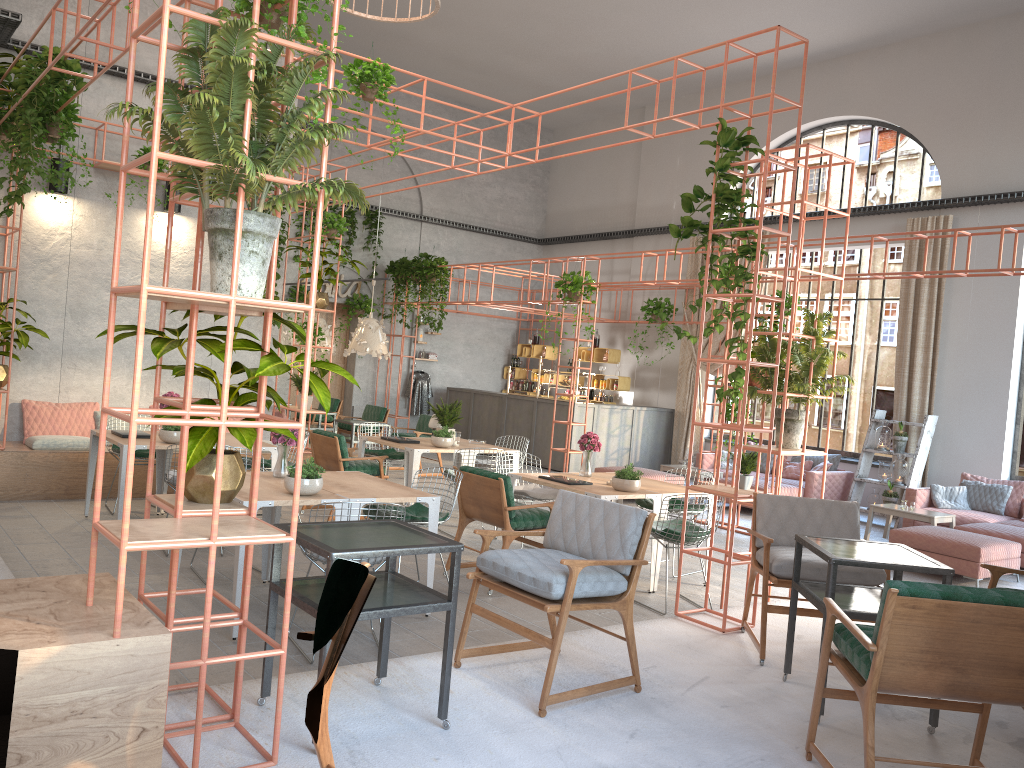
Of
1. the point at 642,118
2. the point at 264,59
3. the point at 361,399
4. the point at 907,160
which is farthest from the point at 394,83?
the point at 907,160

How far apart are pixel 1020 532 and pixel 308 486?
8.15m

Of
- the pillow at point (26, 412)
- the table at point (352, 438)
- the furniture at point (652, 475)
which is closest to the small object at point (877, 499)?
the furniture at point (652, 475)

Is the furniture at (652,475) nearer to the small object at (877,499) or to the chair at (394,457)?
the small object at (877,499)

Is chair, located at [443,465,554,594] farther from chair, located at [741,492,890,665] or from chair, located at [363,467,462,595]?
chair, located at [741,492,890,665]

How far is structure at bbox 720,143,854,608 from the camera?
6.5 meters

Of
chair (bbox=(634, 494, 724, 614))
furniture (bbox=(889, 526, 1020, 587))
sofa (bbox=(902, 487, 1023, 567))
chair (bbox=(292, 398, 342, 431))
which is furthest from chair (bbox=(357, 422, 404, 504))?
sofa (bbox=(902, 487, 1023, 567))

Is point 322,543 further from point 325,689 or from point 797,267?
point 797,267

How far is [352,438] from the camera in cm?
1244

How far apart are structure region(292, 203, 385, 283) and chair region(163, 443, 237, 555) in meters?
10.4
